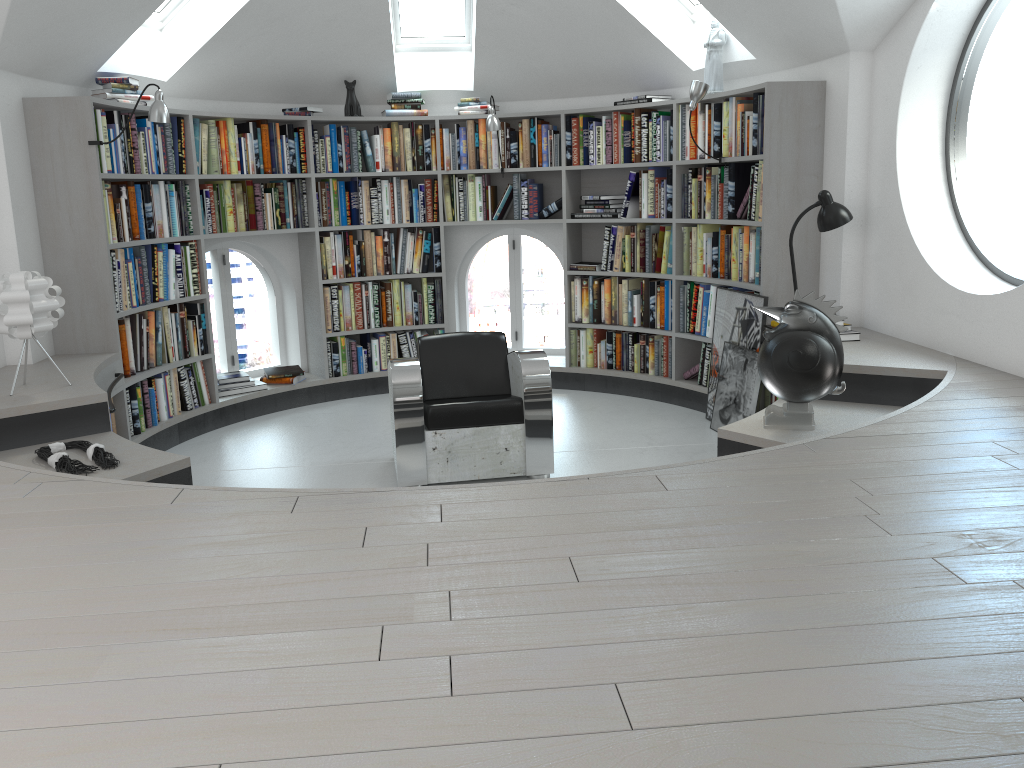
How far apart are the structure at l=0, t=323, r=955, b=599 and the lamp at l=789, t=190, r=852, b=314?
0.6m

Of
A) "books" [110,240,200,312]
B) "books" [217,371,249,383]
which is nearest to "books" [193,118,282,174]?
"books" [110,240,200,312]

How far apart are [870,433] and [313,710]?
2.1m

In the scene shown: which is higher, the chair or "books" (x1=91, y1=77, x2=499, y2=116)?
"books" (x1=91, y1=77, x2=499, y2=116)

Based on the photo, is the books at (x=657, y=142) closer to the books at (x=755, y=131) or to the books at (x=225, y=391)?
the books at (x=755, y=131)

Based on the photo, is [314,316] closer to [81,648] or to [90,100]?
[90,100]

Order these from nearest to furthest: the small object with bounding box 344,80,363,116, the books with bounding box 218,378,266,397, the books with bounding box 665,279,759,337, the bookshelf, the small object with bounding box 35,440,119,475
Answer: the small object with bounding box 35,440,119,475 < the bookshelf < the books with bounding box 665,279,759,337 < the books with bounding box 218,378,266,397 < the small object with bounding box 344,80,363,116

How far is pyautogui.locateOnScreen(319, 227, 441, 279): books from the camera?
6.4 meters

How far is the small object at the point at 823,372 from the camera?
3.46m

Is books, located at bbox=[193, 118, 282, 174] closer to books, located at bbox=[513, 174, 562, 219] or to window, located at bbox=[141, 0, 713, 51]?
window, located at bbox=[141, 0, 713, 51]
